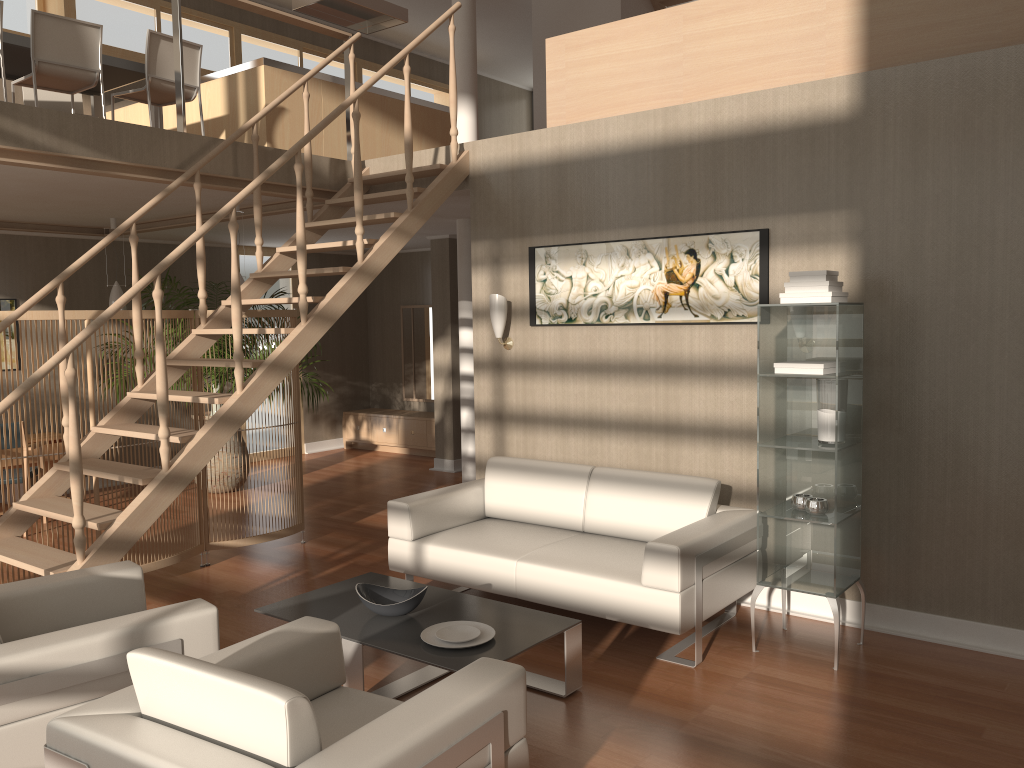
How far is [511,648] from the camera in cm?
338

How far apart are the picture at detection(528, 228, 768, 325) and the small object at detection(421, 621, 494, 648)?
2.1m

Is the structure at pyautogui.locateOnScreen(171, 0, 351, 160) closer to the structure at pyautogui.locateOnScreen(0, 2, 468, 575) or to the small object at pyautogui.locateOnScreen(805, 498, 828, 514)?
the structure at pyautogui.locateOnScreen(0, 2, 468, 575)

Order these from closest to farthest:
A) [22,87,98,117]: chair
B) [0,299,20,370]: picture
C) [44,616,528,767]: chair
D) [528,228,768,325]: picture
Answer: [44,616,528,767]: chair, [528,228,768,325]: picture, [22,87,98,117]: chair, [0,299,20,370]: picture

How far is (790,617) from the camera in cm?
455

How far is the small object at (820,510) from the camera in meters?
4.0 m

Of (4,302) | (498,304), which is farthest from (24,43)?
(498,304)

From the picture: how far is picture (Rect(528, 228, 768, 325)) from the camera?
4.7m

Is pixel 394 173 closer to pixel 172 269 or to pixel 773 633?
pixel 773 633

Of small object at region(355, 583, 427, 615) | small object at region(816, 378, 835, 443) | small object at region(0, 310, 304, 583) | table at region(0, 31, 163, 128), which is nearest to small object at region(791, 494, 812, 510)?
small object at region(816, 378, 835, 443)
